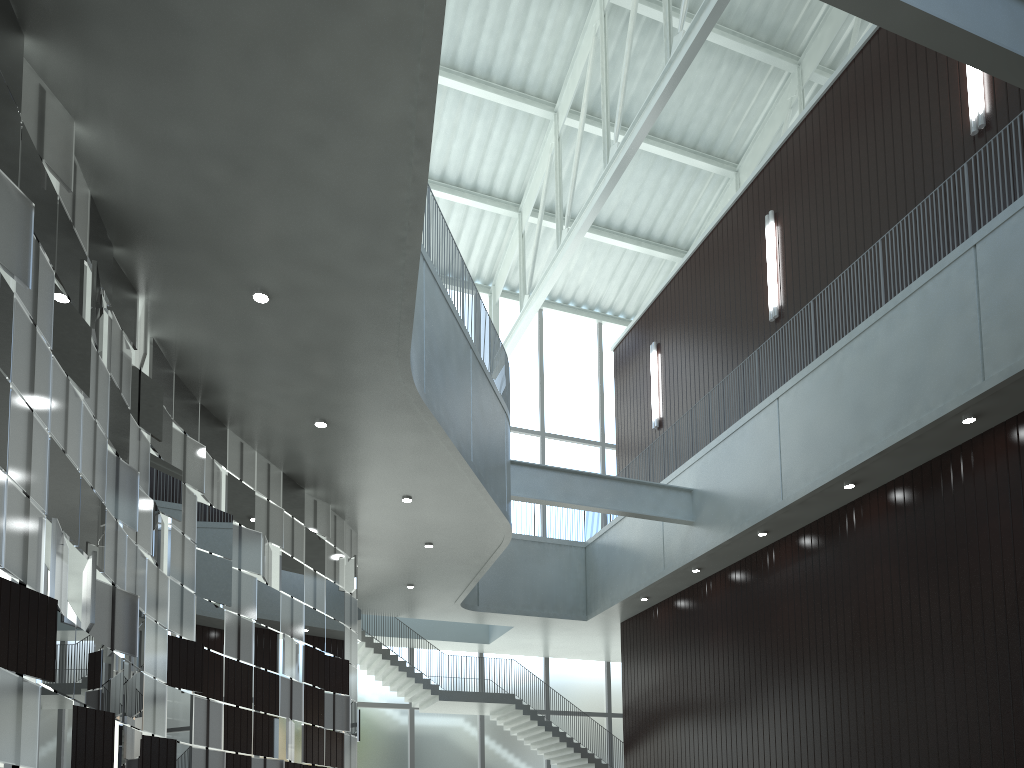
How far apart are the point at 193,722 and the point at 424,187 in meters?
22.4 m
